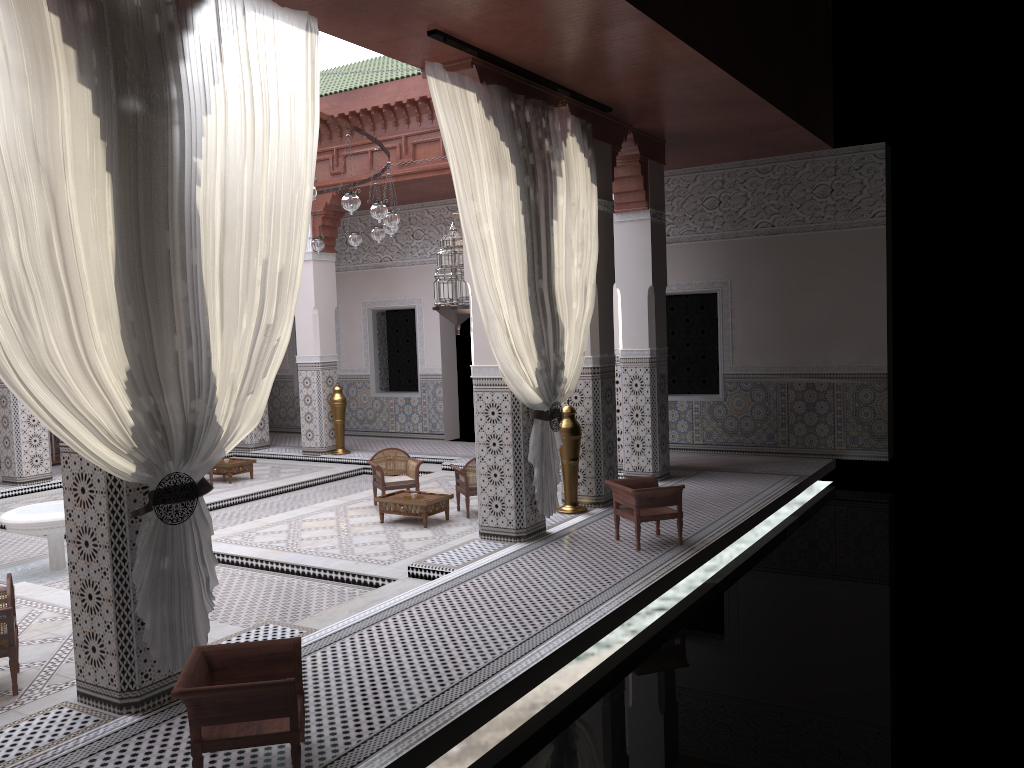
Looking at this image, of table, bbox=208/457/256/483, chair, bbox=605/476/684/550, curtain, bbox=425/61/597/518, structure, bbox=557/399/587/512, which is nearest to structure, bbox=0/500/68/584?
table, bbox=208/457/256/483

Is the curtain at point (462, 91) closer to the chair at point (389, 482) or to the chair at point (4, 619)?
the chair at point (389, 482)

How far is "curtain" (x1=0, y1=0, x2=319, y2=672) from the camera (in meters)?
1.87

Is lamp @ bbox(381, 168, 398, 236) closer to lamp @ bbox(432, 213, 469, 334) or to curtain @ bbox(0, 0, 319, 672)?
lamp @ bbox(432, 213, 469, 334)

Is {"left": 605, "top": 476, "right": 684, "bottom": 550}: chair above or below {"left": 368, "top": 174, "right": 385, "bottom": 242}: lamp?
below

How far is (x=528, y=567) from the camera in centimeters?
332cm

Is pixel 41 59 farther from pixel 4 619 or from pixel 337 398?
pixel 337 398

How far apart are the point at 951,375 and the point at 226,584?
5.6m

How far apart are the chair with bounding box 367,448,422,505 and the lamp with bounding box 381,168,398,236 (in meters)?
1.21

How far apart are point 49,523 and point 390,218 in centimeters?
202cm
